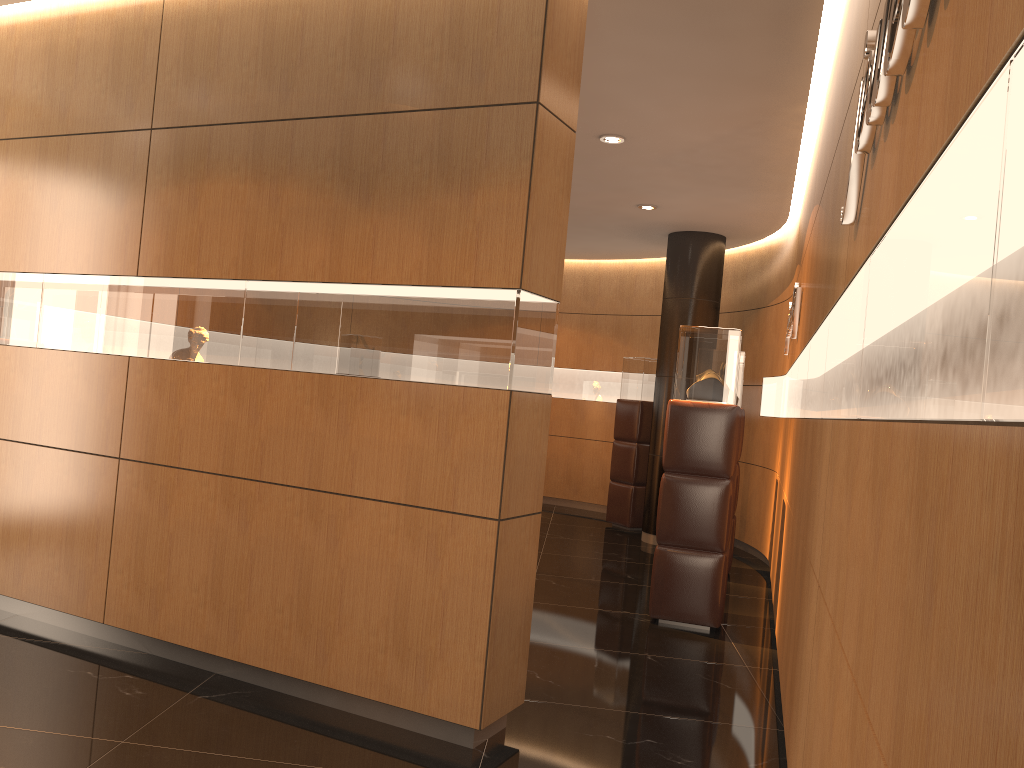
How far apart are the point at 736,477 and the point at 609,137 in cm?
327

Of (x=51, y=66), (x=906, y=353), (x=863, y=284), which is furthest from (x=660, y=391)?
(x=906, y=353)

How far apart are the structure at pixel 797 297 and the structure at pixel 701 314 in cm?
200

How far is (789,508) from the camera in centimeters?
513cm

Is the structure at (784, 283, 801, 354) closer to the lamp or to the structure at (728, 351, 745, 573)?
the structure at (728, 351, 745, 573)

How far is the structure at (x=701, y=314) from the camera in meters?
9.3 m

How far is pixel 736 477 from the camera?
7.81m

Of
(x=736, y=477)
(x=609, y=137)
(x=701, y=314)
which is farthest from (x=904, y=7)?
(x=701, y=314)

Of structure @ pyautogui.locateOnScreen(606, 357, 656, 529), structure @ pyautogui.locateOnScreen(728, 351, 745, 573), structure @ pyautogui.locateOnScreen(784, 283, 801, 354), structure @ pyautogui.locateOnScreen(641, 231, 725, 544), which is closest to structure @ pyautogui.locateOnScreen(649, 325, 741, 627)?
structure @ pyautogui.locateOnScreen(784, 283, 801, 354)

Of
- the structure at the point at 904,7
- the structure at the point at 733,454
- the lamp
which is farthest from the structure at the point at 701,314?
the structure at the point at 904,7
